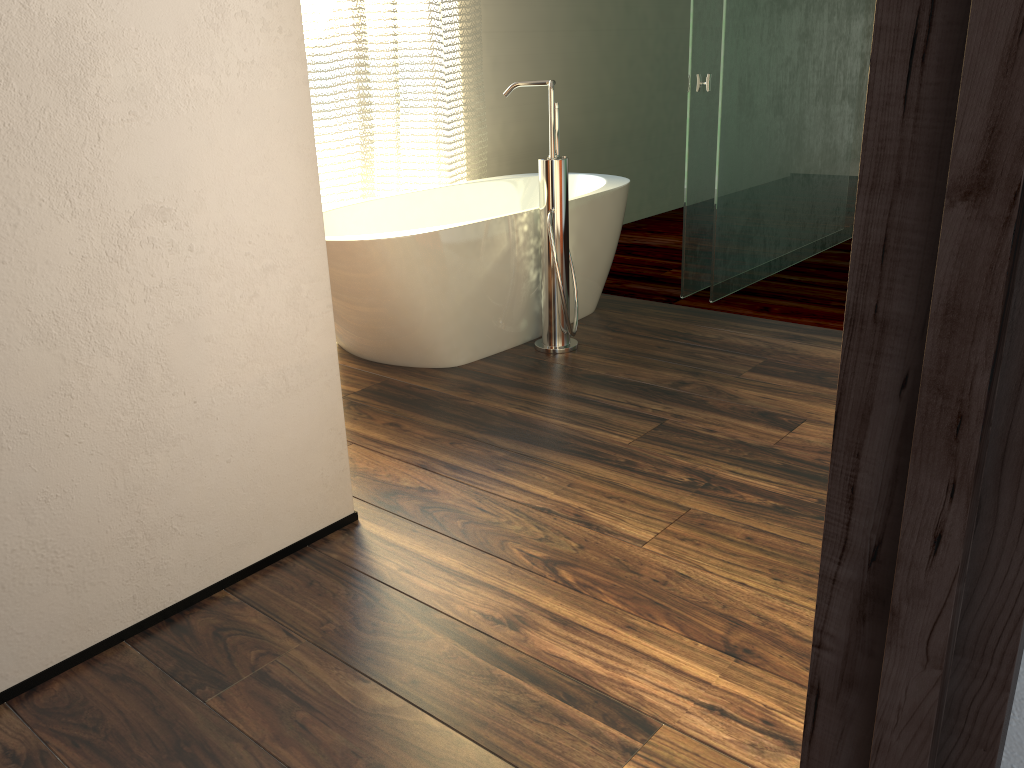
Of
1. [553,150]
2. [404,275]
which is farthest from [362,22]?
[404,275]

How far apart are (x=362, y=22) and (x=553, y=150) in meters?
1.1

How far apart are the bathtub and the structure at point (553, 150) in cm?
6

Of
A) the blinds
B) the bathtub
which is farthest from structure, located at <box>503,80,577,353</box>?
the blinds

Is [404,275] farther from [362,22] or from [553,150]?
[362,22]

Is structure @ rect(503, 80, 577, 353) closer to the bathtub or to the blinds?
the bathtub

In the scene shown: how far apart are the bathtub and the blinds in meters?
0.1 m

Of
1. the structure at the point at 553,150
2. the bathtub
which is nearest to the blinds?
the bathtub

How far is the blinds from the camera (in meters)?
3.38

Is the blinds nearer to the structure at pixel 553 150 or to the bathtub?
the bathtub
